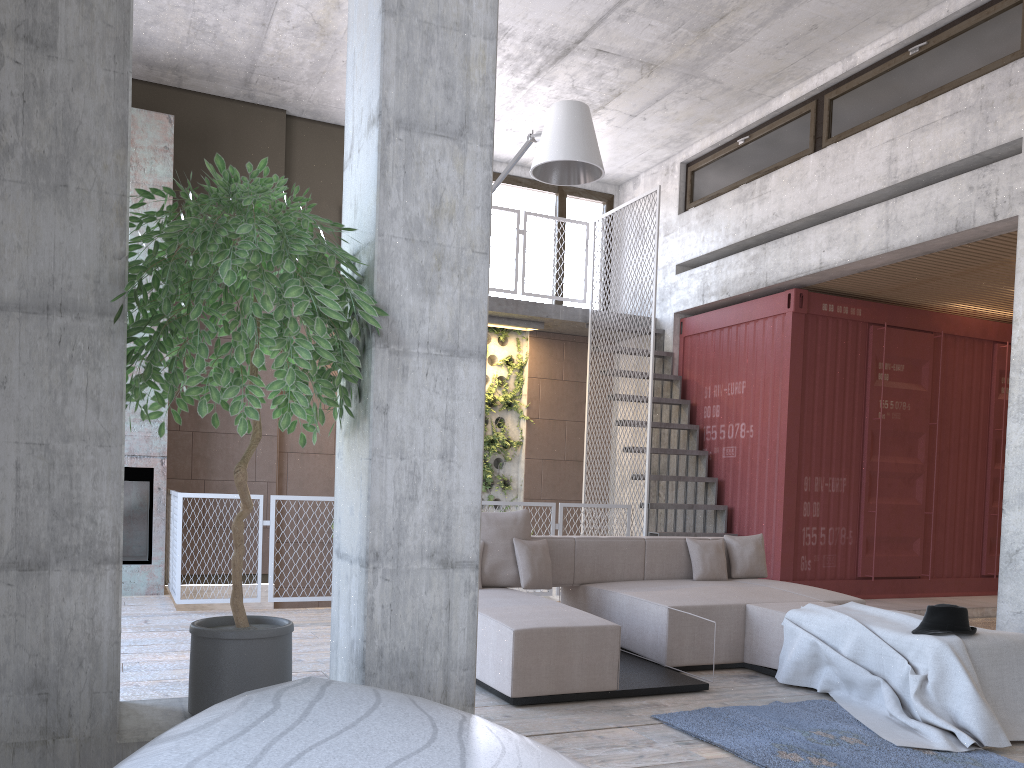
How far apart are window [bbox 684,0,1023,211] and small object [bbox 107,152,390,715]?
6.10m

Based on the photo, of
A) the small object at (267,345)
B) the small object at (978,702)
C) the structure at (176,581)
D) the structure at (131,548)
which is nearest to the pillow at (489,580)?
the small object at (978,702)

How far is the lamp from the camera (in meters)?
5.27

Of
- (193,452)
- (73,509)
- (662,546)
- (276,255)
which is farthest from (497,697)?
(193,452)

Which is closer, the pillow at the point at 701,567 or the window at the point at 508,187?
the pillow at the point at 701,567

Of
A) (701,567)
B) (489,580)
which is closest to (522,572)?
(489,580)

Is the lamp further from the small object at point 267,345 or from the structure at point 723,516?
the structure at point 723,516

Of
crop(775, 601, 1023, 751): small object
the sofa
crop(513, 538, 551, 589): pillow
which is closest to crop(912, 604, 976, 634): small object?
crop(775, 601, 1023, 751): small object

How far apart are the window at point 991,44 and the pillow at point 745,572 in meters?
3.9 m

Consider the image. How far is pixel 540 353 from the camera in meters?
11.1
